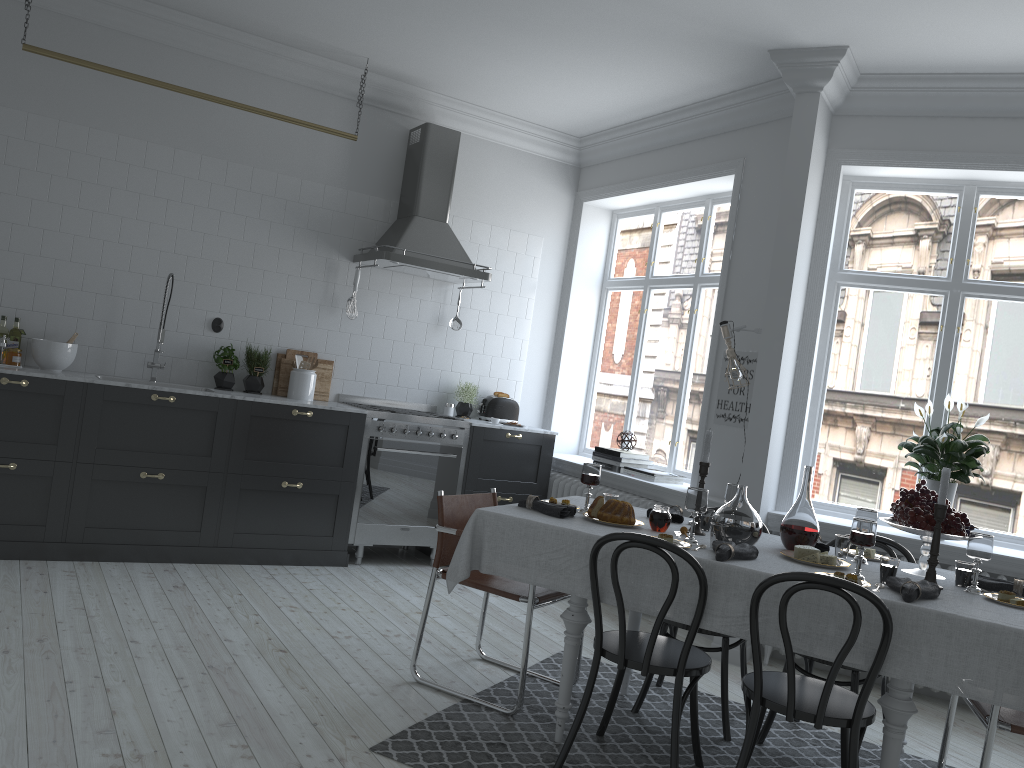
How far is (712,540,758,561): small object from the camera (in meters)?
3.09

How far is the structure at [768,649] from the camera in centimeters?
492cm

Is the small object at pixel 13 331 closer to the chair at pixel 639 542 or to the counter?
the counter

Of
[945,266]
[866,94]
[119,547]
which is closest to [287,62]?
[119,547]

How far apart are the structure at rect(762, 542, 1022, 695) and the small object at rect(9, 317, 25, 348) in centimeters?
470cm

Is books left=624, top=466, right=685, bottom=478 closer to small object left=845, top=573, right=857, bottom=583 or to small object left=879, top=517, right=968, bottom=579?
small object left=879, top=517, right=968, bottom=579

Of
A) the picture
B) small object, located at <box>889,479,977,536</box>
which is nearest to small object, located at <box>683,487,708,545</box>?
small object, located at <box>889,479,977,536</box>

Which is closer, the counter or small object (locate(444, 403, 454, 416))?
the counter

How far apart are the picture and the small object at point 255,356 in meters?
3.0 m

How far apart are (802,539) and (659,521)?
0.6 meters
